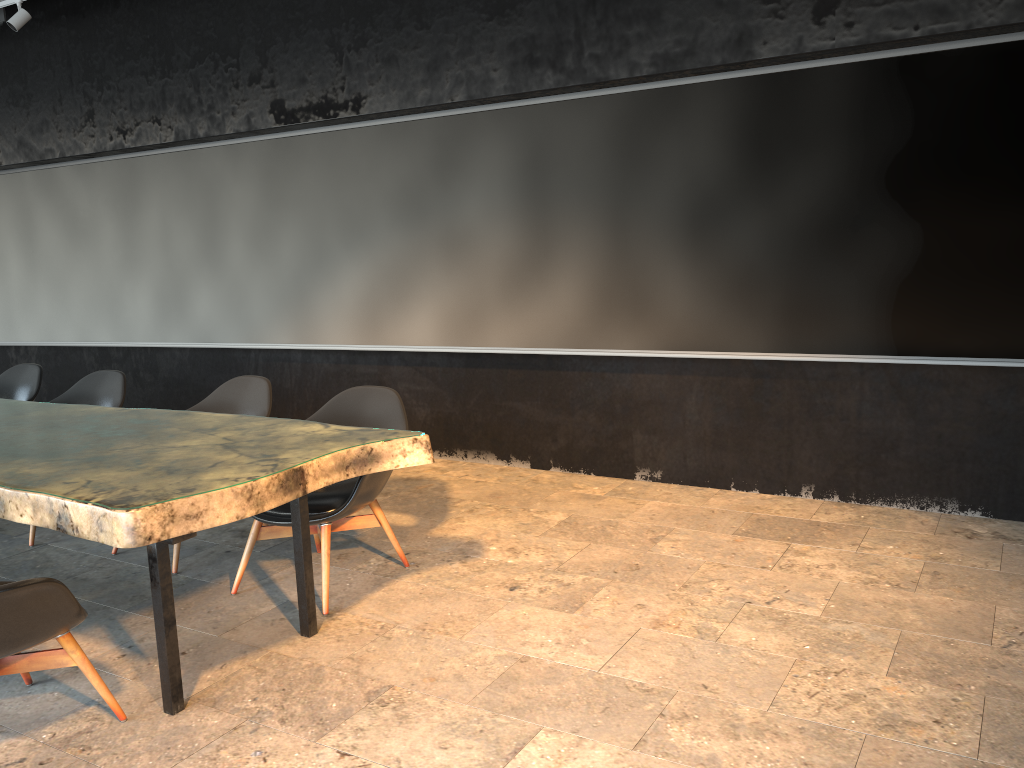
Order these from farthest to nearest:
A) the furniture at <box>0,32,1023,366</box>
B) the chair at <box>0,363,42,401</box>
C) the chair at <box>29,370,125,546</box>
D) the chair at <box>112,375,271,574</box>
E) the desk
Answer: the chair at <box>0,363,42,401</box> → the chair at <box>29,370,125,546</box> → the chair at <box>112,375,271,574</box> → the furniture at <box>0,32,1023,366</box> → the desk

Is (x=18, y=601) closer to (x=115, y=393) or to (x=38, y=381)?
(x=115, y=393)

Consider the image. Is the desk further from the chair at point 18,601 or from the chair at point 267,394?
the chair at point 267,394

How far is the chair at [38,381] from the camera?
5.8m

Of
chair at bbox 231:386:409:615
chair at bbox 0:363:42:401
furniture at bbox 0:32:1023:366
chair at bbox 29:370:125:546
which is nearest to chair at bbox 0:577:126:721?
chair at bbox 231:386:409:615

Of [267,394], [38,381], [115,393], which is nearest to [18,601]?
[267,394]

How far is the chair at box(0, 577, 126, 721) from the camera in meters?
2.6

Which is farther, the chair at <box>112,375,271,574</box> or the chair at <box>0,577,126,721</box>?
the chair at <box>112,375,271,574</box>

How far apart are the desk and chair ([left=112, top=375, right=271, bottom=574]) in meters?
0.6

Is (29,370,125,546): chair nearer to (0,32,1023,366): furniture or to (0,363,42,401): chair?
(0,363,42,401): chair
